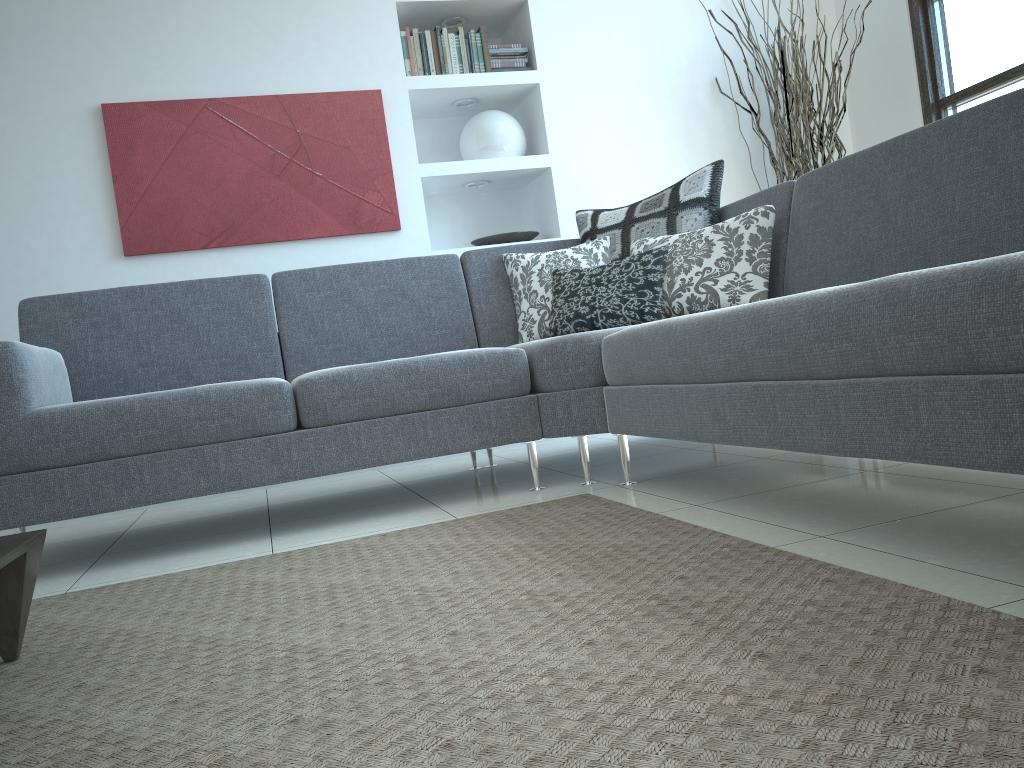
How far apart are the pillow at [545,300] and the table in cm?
197

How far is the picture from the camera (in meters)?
3.82

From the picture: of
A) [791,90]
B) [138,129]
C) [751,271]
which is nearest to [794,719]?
[751,271]

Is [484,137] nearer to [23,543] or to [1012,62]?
[1012,62]

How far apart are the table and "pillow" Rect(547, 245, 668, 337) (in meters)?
1.86

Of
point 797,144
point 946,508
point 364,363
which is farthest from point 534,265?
point 946,508

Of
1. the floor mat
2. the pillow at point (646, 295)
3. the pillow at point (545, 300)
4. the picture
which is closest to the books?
the picture

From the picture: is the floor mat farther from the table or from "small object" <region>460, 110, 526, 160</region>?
"small object" <region>460, 110, 526, 160</region>

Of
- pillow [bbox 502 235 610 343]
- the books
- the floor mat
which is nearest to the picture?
the books

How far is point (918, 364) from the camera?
1.4 meters
